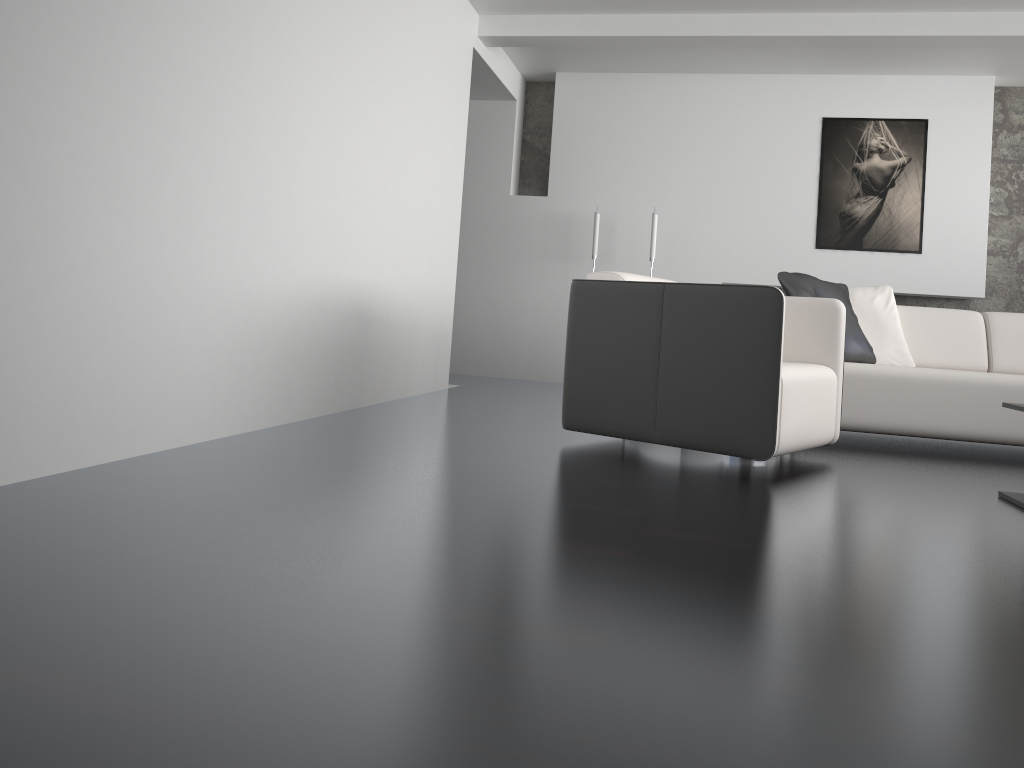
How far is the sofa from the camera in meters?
4.1

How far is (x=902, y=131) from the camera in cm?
641

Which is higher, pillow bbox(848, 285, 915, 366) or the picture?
the picture

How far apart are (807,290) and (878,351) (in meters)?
0.58

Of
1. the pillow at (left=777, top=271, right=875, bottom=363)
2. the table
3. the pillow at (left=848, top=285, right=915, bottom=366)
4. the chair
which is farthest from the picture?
the table

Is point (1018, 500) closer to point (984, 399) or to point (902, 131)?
point (984, 399)

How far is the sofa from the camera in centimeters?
414cm

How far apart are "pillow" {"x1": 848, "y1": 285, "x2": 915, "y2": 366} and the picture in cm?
180

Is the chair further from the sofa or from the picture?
the picture

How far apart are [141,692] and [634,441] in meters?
2.6 m
